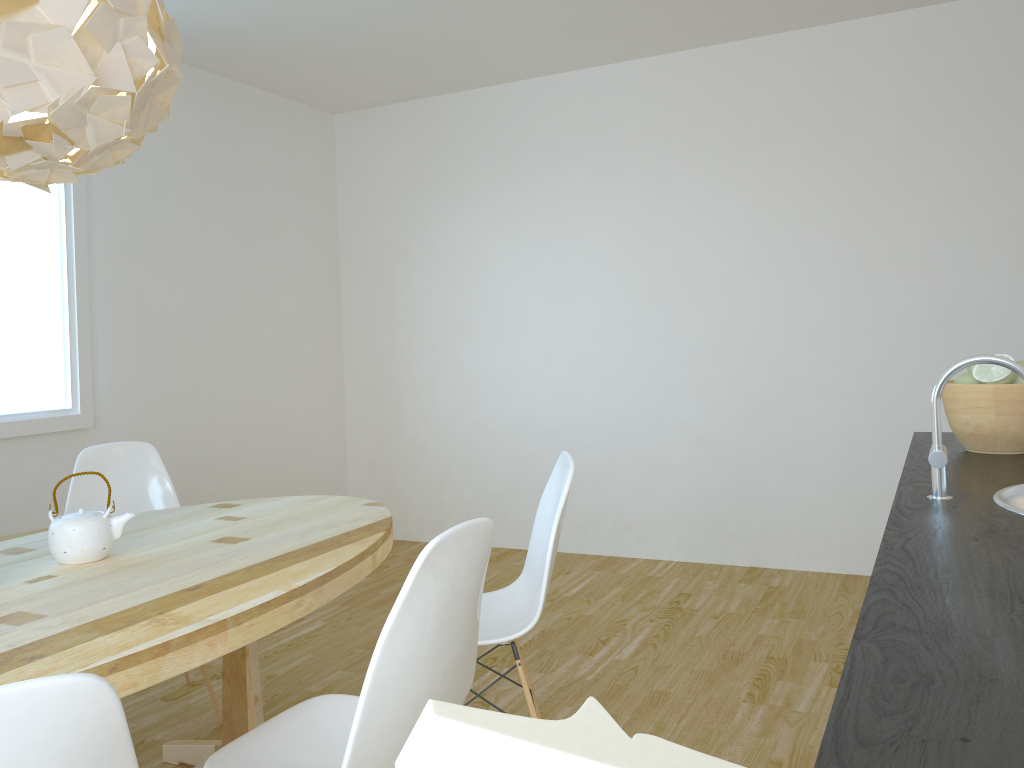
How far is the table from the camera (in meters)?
1.53

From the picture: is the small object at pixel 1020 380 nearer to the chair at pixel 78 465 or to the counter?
the counter

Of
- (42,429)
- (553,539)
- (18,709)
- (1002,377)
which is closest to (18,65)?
(18,709)

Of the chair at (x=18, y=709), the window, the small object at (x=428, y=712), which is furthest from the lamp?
the window

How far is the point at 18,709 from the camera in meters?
0.9 m

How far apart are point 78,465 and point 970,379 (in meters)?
2.82

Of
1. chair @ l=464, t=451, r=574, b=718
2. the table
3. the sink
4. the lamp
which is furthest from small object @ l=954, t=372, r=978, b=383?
the lamp

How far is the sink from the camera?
1.26m

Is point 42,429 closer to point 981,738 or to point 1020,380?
point 1020,380

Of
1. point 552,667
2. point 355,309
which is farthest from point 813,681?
point 355,309
